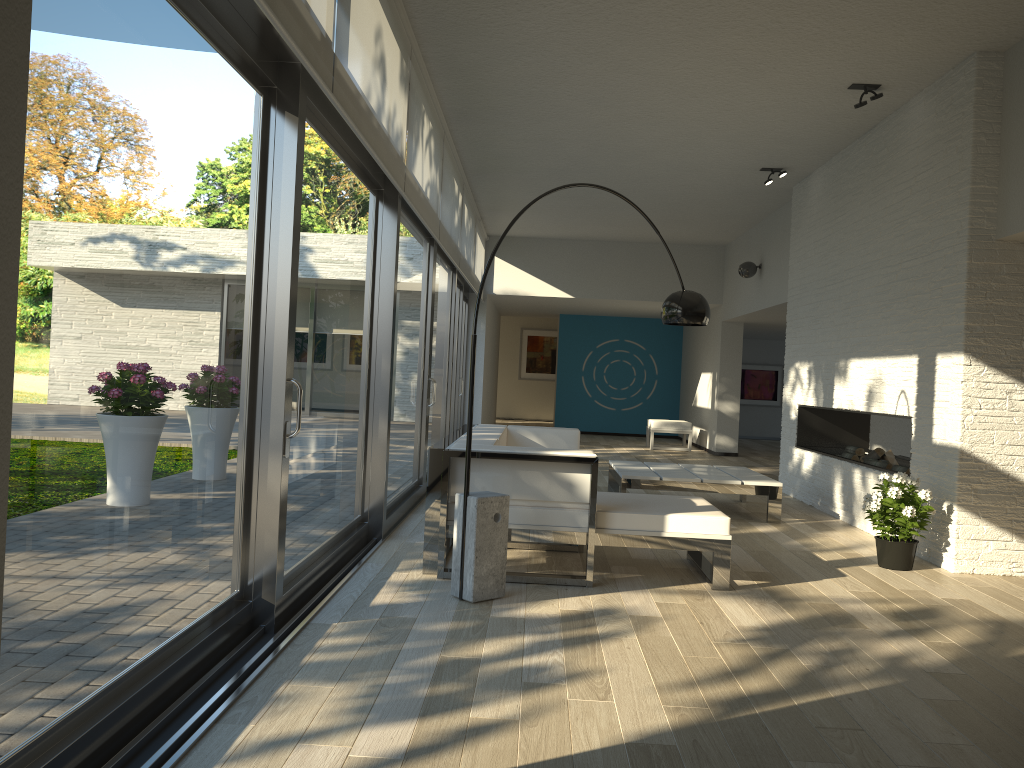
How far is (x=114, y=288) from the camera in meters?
2.3

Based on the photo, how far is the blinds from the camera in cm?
320

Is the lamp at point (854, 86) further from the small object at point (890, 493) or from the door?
the door

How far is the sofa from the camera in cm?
441

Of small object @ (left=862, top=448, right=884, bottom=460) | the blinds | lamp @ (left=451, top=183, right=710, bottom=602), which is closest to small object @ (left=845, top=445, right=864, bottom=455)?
small object @ (left=862, top=448, right=884, bottom=460)

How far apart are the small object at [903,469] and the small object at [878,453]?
0.5m

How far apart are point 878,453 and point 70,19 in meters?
6.6

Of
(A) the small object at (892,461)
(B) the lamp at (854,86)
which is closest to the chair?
(A) the small object at (892,461)

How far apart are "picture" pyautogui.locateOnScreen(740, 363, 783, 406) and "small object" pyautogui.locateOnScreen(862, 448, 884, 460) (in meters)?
10.29

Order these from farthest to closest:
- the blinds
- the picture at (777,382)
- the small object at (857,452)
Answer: the picture at (777,382), the small object at (857,452), the blinds
